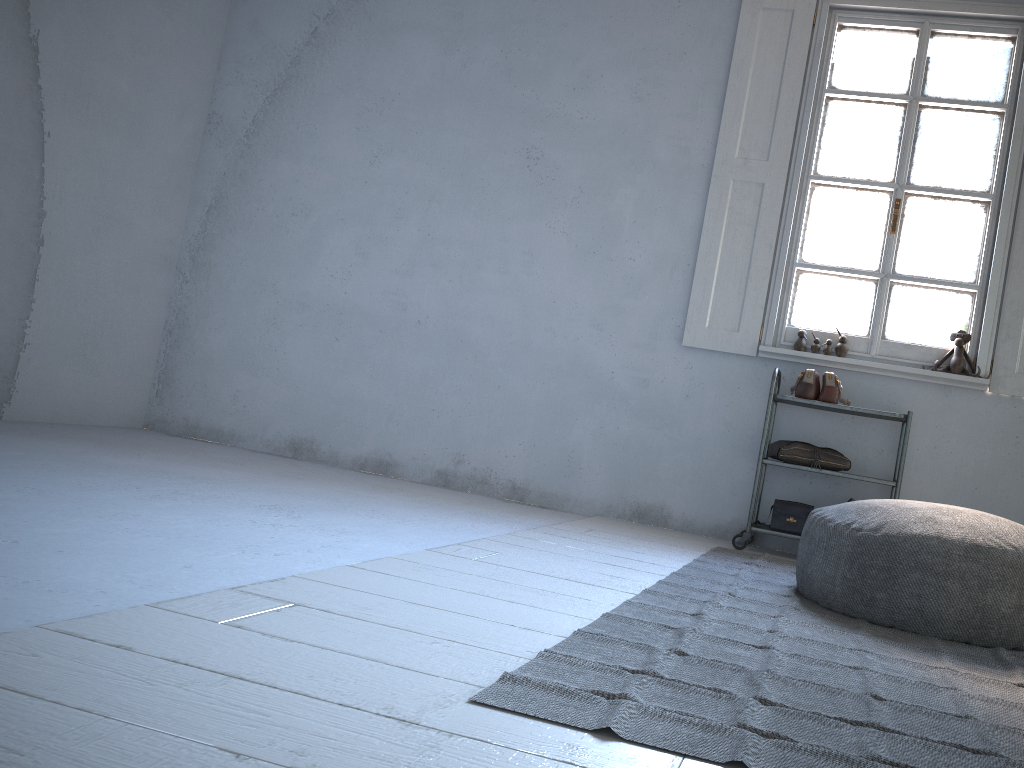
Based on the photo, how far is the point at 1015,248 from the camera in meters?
4.6

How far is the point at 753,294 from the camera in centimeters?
500cm

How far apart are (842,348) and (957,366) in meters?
0.6 m

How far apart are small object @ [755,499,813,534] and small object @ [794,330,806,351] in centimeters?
88cm

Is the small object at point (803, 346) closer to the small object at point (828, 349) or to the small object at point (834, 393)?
the small object at point (828, 349)

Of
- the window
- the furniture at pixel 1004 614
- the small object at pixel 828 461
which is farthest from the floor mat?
the window

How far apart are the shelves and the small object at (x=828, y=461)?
0.06m

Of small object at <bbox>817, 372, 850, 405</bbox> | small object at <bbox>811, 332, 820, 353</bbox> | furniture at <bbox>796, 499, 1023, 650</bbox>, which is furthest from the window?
furniture at <bbox>796, 499, 1023, 650</bbox>

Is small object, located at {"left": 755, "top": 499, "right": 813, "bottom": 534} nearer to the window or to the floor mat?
the floor mat

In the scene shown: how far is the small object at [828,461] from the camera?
4.49m
